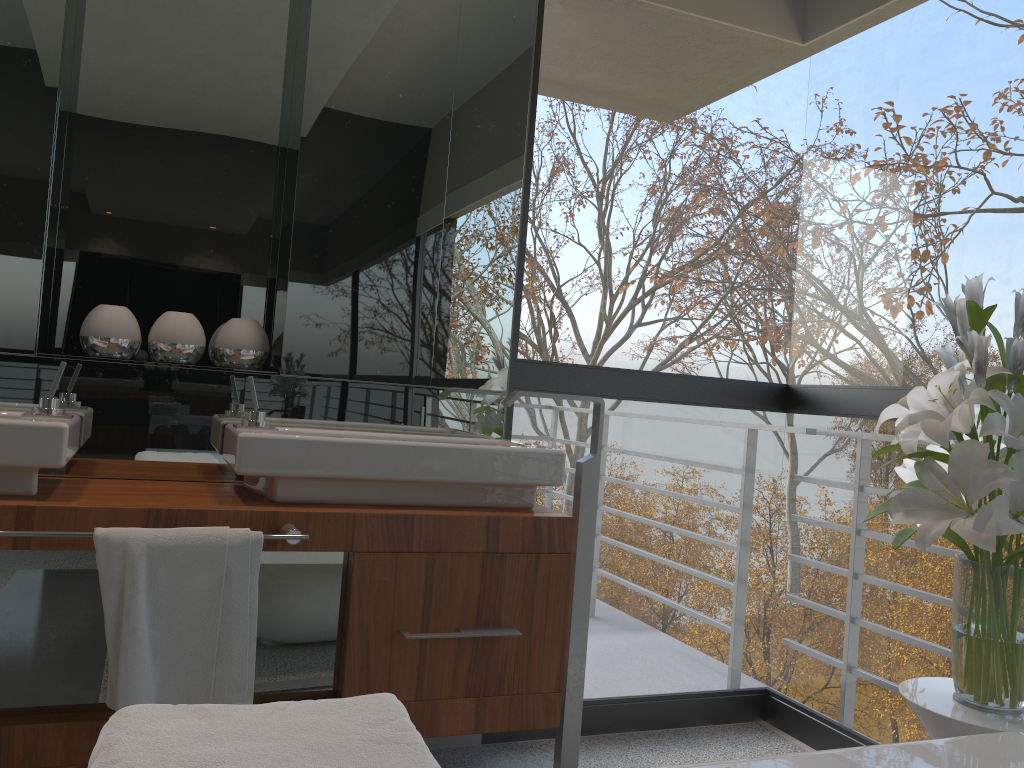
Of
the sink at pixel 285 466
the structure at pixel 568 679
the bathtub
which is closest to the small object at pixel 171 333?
the sink at pixel 285 466

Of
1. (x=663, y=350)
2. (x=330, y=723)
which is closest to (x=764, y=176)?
(x=330, y=723)

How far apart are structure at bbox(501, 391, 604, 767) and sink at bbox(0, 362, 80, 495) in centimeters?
96cm

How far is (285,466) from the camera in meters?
1.9 m

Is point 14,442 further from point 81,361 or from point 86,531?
point 81,361

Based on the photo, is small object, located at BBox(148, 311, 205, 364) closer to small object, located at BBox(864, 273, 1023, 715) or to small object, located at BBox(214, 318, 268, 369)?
small object, located at BBox(214, 318, 268, 369)

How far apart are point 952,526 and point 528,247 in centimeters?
374cm

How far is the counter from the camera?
1.7 meters

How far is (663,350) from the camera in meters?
35.5 m

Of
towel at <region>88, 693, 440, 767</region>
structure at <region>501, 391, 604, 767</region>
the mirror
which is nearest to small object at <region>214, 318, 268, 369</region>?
the mirror
